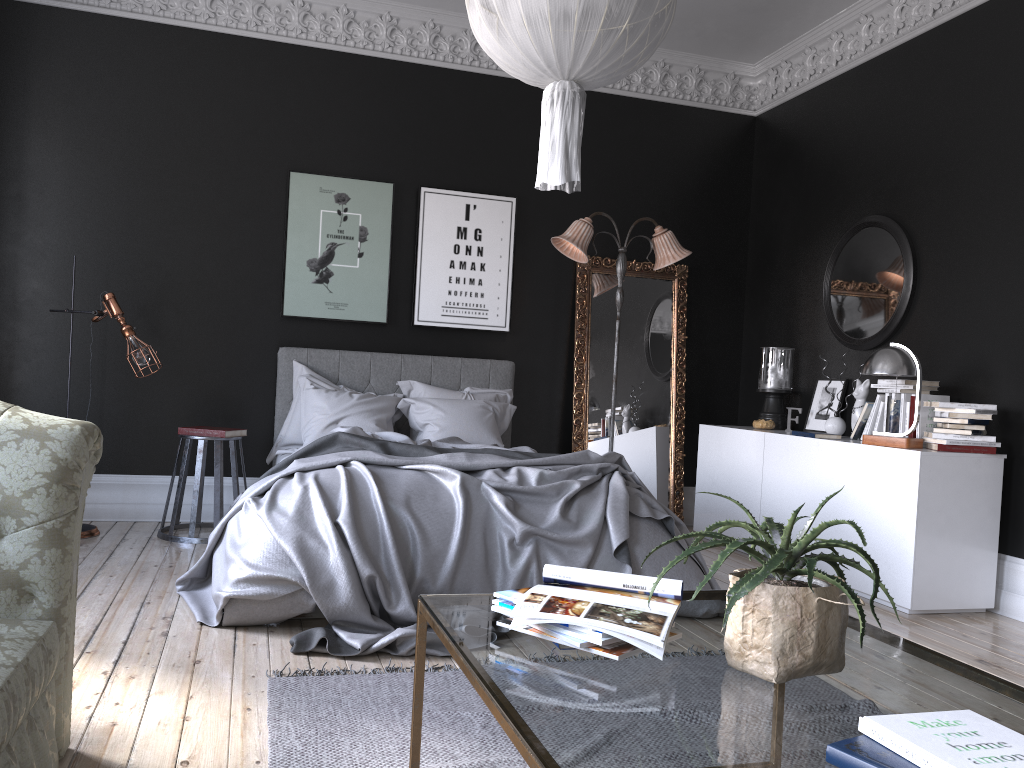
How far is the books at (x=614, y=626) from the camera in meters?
1.8

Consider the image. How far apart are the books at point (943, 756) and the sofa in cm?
169

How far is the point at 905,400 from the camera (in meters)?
5.24

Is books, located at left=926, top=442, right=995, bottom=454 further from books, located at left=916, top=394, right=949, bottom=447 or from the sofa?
the sofa

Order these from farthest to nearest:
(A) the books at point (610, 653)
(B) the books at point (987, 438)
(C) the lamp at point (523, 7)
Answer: (B) the books at point (987, 438), (C) the lamp at point (523, 7), (A) the books at point (610, 653)

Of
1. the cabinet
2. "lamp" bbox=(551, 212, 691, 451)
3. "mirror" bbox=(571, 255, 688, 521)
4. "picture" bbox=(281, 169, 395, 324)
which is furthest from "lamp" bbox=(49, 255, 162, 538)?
the cabinet

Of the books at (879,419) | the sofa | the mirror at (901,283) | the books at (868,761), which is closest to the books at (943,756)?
the books at (868,761)

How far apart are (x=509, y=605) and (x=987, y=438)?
3.84m

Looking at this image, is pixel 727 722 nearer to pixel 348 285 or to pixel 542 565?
pixel 542 565

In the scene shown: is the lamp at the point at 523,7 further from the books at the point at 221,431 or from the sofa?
the books at the point at 221,431
